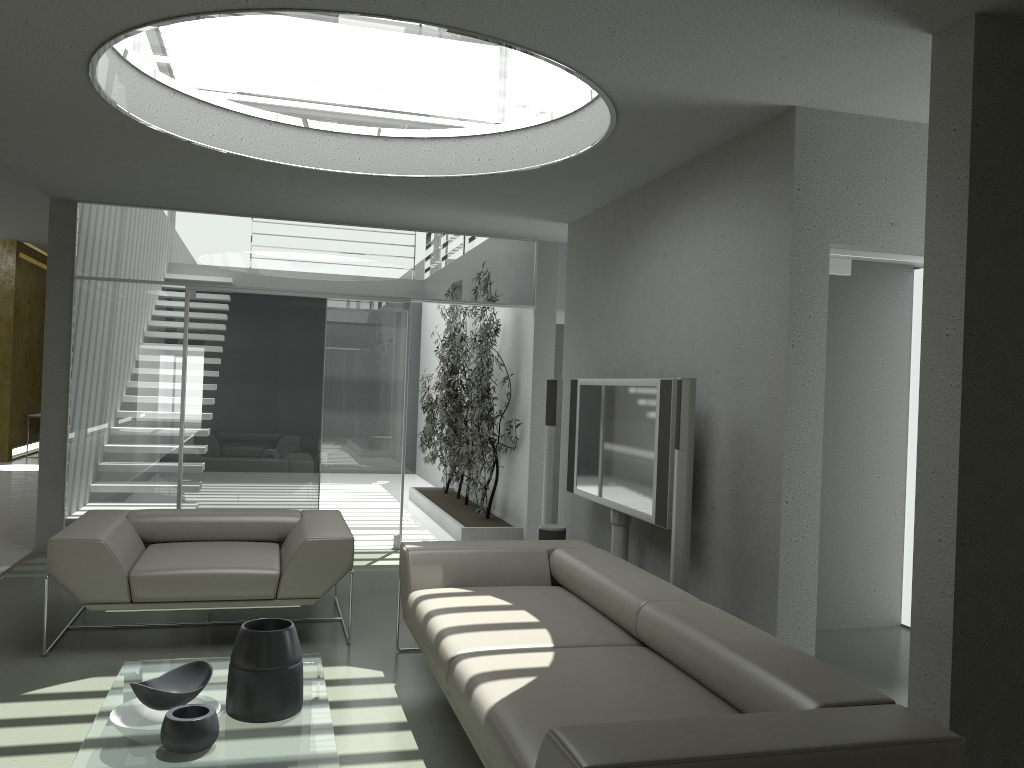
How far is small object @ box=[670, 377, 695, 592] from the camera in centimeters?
419cm

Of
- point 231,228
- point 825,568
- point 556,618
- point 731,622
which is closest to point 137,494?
point 231,228

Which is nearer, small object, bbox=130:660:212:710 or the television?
small object, bbox=130:660:212:710

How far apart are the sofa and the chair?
0.4 meters

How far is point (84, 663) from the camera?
4.2m

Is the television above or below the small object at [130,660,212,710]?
above

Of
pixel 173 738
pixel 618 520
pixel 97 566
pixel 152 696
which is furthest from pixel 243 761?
pixel 618 520

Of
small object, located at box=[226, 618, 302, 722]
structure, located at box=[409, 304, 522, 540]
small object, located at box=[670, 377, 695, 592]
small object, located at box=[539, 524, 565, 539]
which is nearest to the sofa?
small object, located at box=[670, 377, 695, 592]

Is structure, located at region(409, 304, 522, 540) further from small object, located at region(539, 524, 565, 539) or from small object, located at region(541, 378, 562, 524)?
small object, located at region(539, 524, 565, 539)

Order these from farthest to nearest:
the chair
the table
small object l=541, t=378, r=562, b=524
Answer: small object l=541, t=378, r=562, b=524 → the chair → the table
